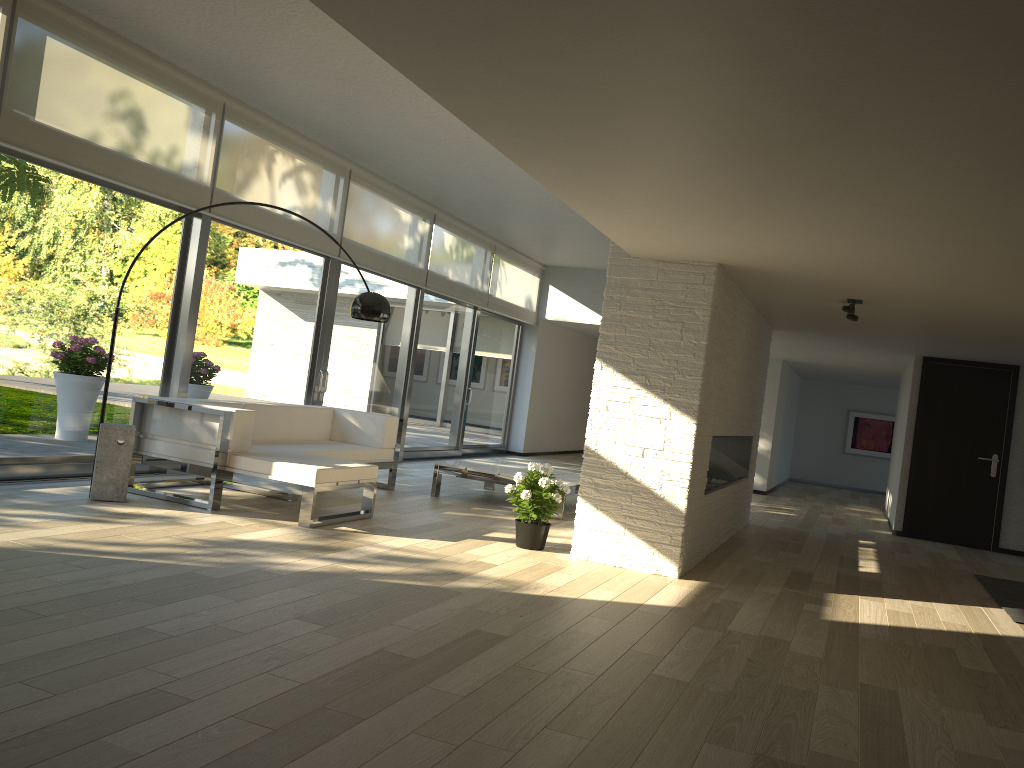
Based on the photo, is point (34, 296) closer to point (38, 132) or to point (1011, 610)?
point (38, 132)

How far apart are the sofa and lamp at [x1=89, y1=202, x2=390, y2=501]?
0.31m

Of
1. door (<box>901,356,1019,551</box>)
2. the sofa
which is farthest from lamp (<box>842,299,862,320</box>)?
door (<box>901,356,1019,551</box>)

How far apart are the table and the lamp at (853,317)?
2.6 meters

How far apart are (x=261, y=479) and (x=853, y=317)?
4.18m

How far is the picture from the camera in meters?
16.3

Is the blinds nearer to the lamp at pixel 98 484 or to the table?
the lamp at pixel 98 484

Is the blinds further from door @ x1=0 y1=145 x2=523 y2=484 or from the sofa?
the sofa

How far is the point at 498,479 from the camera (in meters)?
7.56

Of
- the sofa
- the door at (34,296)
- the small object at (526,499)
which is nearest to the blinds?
the door at (34,296)
